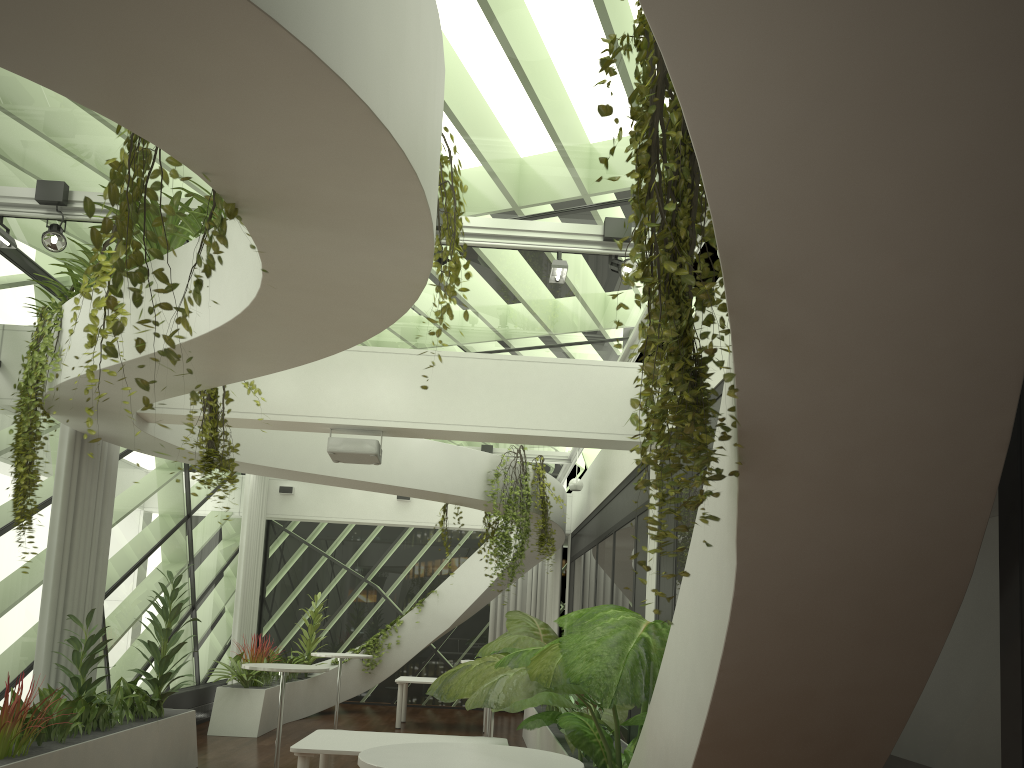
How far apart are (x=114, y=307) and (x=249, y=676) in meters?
9.8 m

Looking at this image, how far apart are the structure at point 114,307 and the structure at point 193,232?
1.9 meters

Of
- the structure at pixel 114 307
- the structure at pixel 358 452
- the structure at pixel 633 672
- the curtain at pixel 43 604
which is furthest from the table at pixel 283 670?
the structure at pixel 114 307

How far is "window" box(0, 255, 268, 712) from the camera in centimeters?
772cm

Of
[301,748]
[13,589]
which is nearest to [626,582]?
[301,748]

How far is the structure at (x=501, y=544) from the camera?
10.5m

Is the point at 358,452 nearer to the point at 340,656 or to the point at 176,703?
the point at 340,656

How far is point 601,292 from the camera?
8.0 meters

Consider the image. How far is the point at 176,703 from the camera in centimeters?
1105cm

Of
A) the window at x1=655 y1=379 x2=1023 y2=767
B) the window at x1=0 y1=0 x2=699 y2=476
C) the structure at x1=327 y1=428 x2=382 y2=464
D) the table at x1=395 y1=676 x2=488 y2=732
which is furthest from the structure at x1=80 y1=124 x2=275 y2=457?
the table at x1=395 y1=676 x2=488 y2=732
